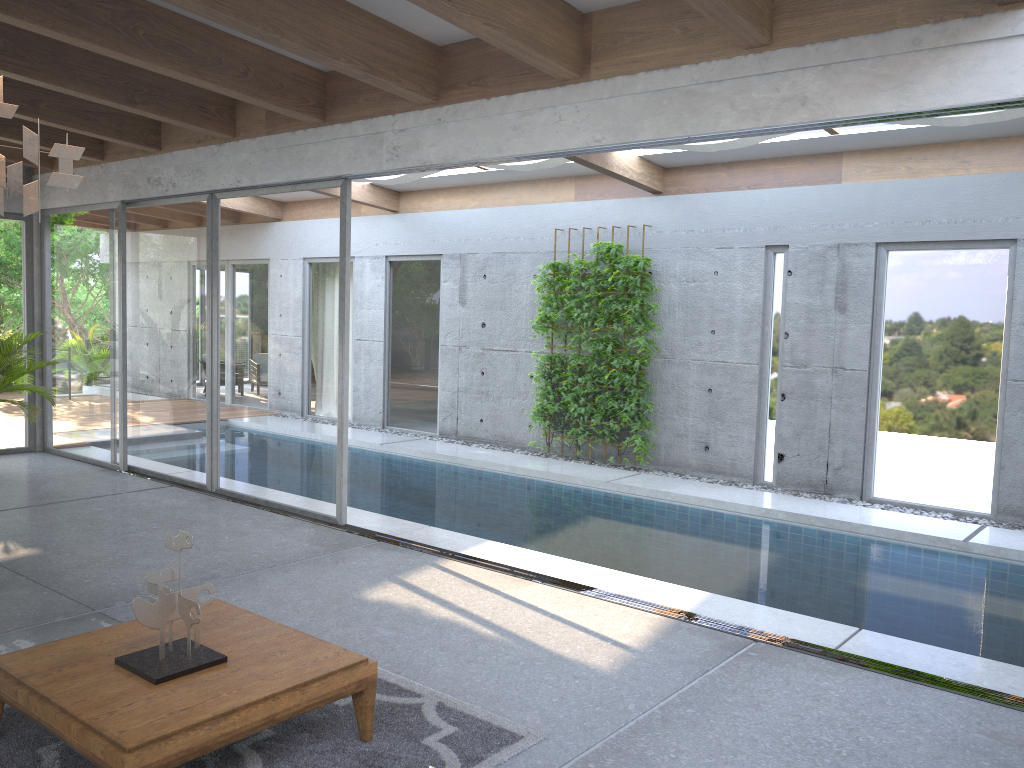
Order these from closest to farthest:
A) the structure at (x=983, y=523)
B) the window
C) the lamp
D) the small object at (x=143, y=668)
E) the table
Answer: the lamp
the table
the small object at (x=143, y=668)
the window
the structure at (x=983, y=523)

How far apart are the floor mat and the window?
3.0m

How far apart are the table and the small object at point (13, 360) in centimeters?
540cm

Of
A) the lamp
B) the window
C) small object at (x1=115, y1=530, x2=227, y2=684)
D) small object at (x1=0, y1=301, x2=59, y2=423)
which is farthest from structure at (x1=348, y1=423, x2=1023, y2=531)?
small object at (x1=0, y1=301, x2=59, y2=423)

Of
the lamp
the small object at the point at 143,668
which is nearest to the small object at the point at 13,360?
the small object at the point at 143,668

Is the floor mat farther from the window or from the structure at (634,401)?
the structure at (634,401)

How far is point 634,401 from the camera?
9.8m

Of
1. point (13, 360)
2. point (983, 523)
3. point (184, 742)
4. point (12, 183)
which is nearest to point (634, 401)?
point (983, 523)

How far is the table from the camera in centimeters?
288cm

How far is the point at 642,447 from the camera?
9.9 meters
